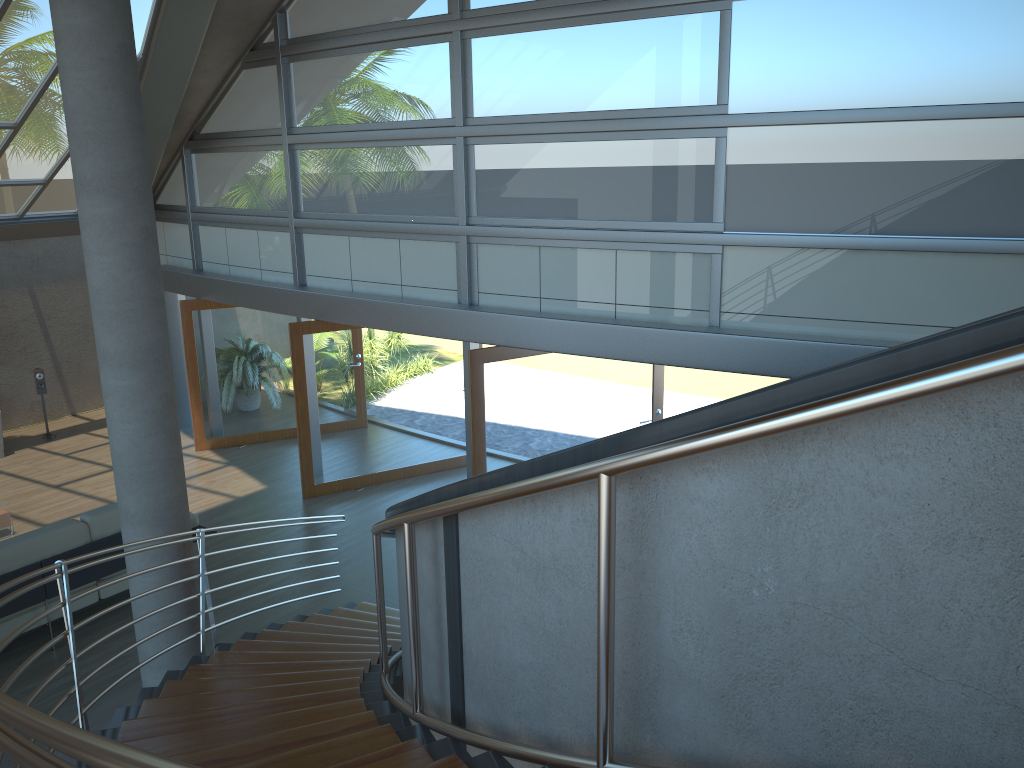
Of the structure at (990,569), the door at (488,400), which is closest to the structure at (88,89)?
the structure at (990,569)

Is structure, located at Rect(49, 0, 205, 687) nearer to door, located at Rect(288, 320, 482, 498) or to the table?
door, located at Rect(288, 320, 482, 498)

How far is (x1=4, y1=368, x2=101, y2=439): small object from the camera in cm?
1195

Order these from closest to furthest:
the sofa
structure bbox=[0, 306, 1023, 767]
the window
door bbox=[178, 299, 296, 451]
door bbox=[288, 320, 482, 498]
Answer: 1. structure bbox=[0, 306, 1023, 767]
2. the window
3. the sofa
4. door bbox=[288, 320, 482, 498]
5. door bbox=[178, 299, 296, 451]

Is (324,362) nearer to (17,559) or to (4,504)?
(4,504)

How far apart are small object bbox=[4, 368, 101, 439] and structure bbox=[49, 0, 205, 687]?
8.0m

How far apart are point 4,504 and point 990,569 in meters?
9.5

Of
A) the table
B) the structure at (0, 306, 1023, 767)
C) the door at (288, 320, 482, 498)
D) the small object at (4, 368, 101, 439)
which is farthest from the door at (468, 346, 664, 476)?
the small object at (4, 368, 101, 439)

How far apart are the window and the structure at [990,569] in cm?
293

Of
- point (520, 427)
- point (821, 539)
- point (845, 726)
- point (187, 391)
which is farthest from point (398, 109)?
point (845, 726)
